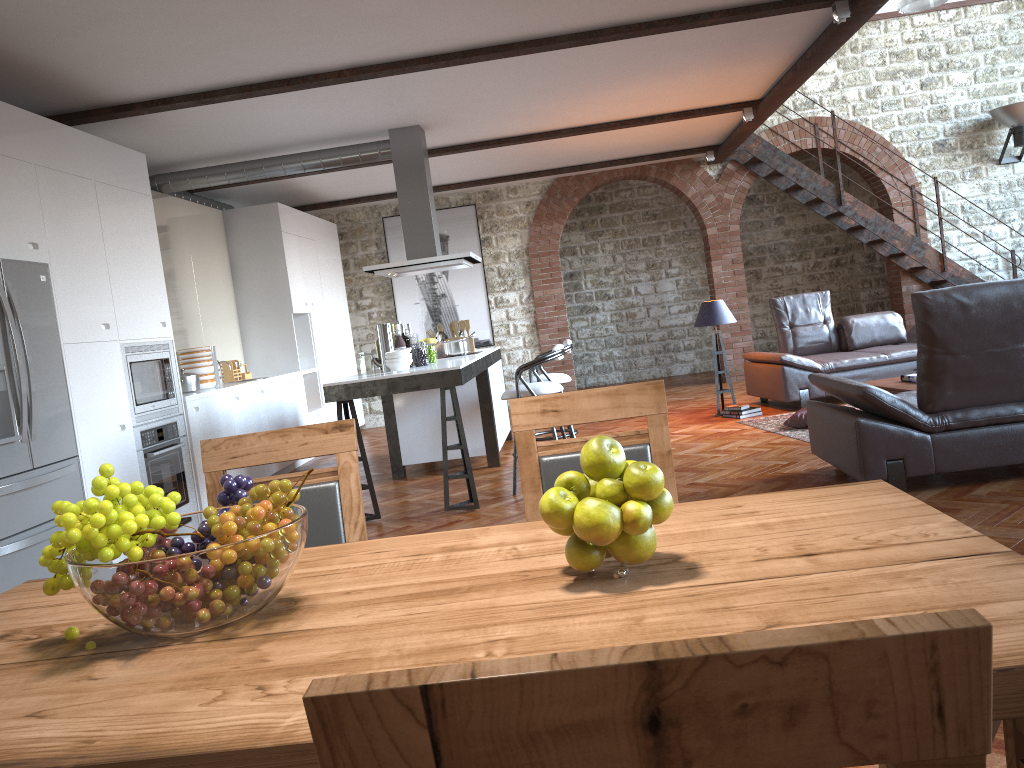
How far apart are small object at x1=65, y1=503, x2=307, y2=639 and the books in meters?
6.4

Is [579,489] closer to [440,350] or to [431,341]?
[431,341]

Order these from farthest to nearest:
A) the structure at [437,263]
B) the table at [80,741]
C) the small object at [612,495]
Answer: the structure at [437,263] → the small object at [612,495] → the table at [80,741]

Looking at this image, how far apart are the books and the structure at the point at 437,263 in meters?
3.6

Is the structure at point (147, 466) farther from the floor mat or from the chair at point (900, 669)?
the chair at point (900, 669)

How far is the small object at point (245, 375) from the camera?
8.9 meters

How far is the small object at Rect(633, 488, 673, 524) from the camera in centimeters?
134cm

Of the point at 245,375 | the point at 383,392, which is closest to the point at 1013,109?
the point at 383,392

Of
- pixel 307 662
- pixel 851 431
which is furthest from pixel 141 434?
pixel 307 662

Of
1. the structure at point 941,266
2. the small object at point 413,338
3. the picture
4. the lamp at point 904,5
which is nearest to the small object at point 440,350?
the small object at point 413,338
